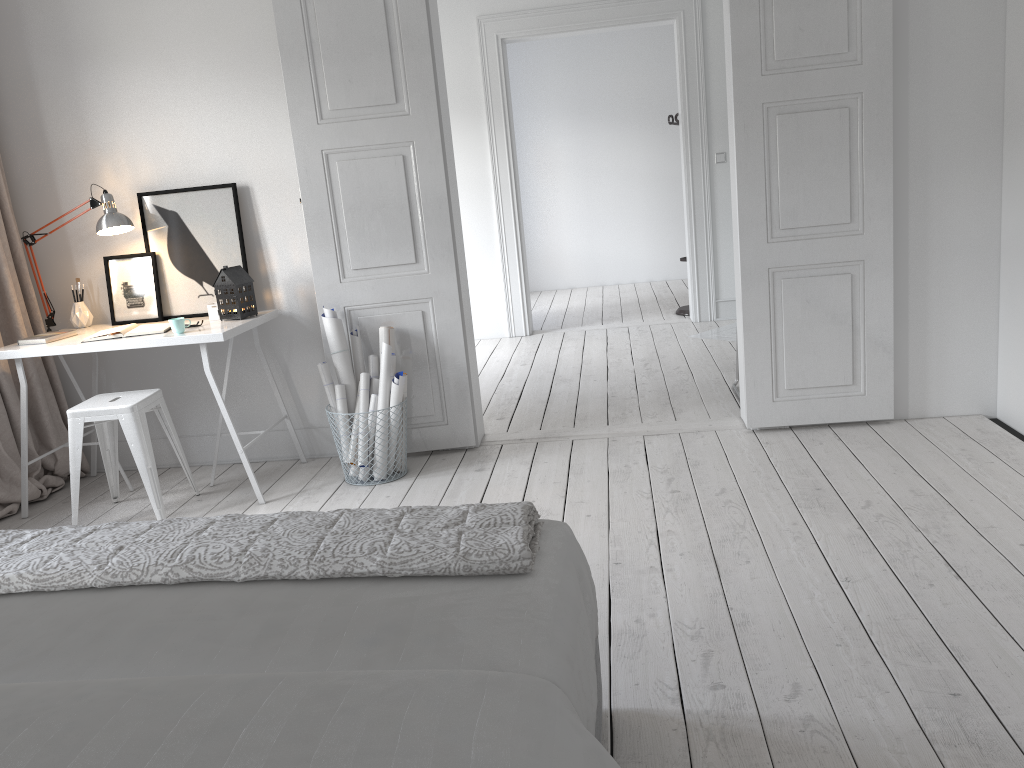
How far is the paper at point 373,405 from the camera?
4.02m

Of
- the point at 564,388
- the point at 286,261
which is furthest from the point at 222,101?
the point at 564,388

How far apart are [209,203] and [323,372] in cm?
100

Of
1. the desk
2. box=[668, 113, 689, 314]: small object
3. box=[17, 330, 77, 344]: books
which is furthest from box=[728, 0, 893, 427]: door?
box=[668, 113, 689, 314]: small object

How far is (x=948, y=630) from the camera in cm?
236

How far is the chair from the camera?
3.7 meters

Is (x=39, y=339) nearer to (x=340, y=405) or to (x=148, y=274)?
(x=148, y=274)

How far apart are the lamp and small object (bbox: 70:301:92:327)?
0.10m

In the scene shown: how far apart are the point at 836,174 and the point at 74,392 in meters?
3.9 m

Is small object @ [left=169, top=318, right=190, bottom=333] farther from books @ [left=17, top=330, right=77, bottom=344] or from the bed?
the bed
